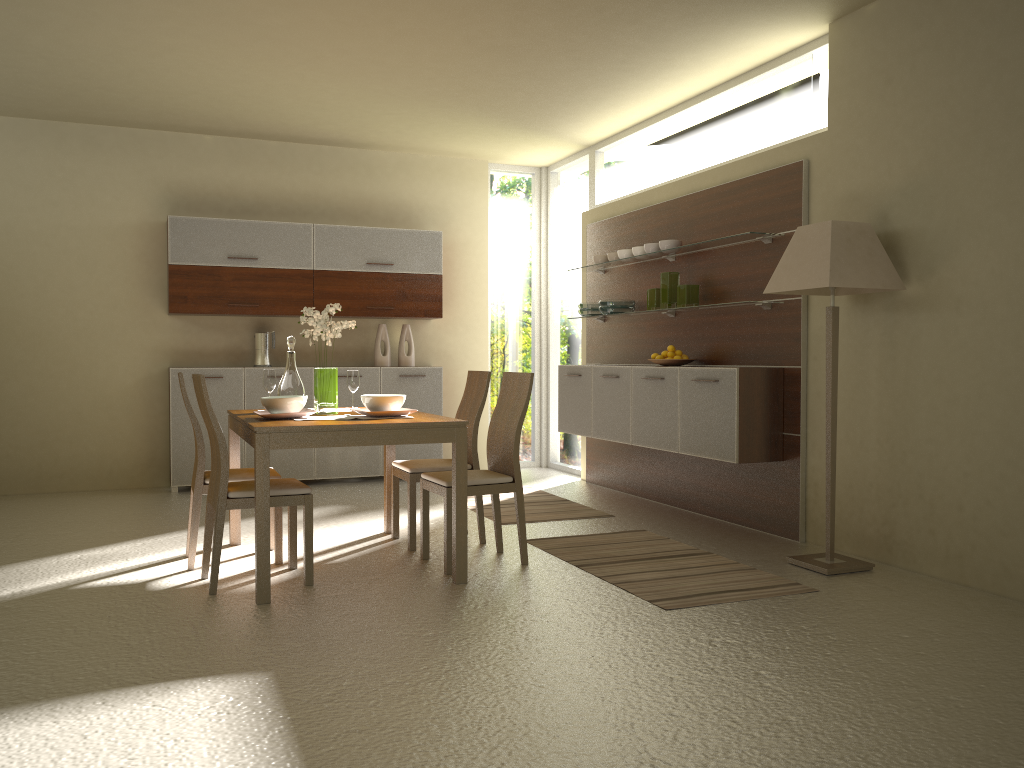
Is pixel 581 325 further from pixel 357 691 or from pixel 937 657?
pixel 357 691

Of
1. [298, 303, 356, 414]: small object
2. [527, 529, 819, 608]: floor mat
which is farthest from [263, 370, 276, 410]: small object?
[527, 529, 819, 608]: floor mat

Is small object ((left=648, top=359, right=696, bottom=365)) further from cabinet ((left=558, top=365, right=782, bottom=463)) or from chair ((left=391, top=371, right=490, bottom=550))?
chair ((left=391, top=371, right=490, bottom=550))

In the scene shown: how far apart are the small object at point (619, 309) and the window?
1.0m

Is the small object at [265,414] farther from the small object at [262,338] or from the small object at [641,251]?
the small object at [262,338]

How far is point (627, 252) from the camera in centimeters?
672cm

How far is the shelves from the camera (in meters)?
5.49

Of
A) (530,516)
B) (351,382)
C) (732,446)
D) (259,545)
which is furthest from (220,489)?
(732,446)

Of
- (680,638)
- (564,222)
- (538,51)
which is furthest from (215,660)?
(564,222)

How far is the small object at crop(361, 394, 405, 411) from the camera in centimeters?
447cm
